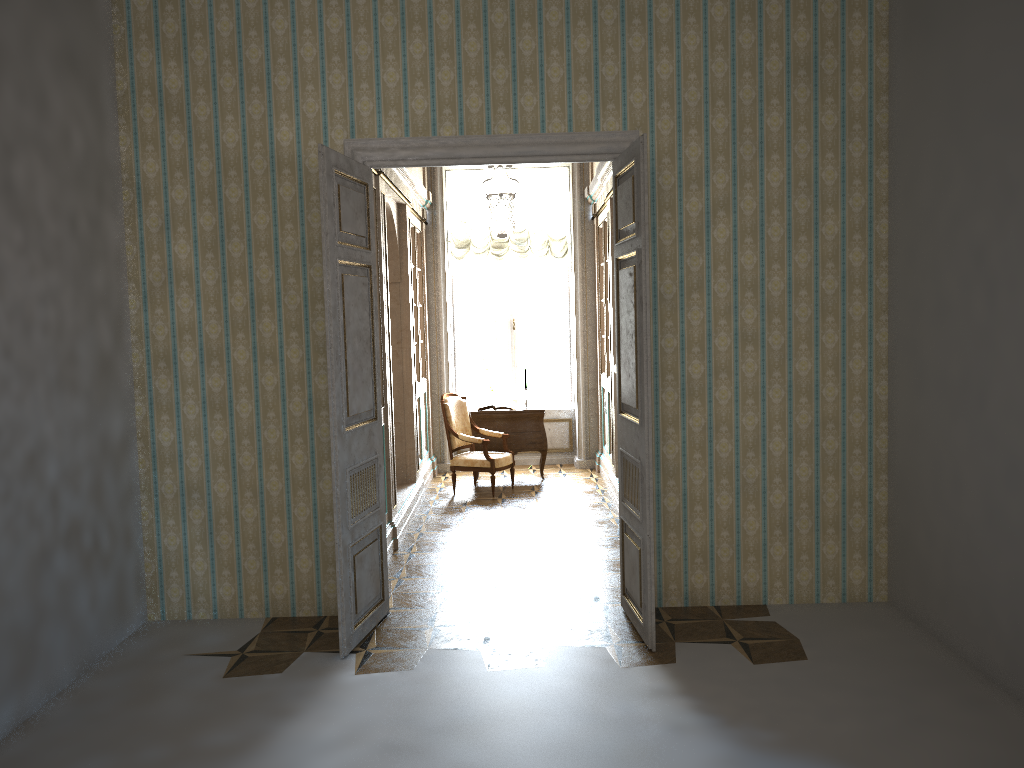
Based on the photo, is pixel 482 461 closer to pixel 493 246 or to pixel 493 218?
pixel 493 218

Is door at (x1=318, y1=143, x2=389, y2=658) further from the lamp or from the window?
the window

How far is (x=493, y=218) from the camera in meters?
7.5 m

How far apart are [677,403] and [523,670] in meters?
1.8 m

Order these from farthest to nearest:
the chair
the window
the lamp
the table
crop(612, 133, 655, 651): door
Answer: the window < the table < the chair < the lamp < crop(612, 133, 655, 651): door

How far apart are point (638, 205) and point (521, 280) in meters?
6.4 m

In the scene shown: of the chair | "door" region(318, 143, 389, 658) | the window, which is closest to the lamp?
the window

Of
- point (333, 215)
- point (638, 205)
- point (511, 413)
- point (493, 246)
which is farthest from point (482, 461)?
point (638, 205)

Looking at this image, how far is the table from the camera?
9.57m

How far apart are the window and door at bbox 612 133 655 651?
5.8 meters
